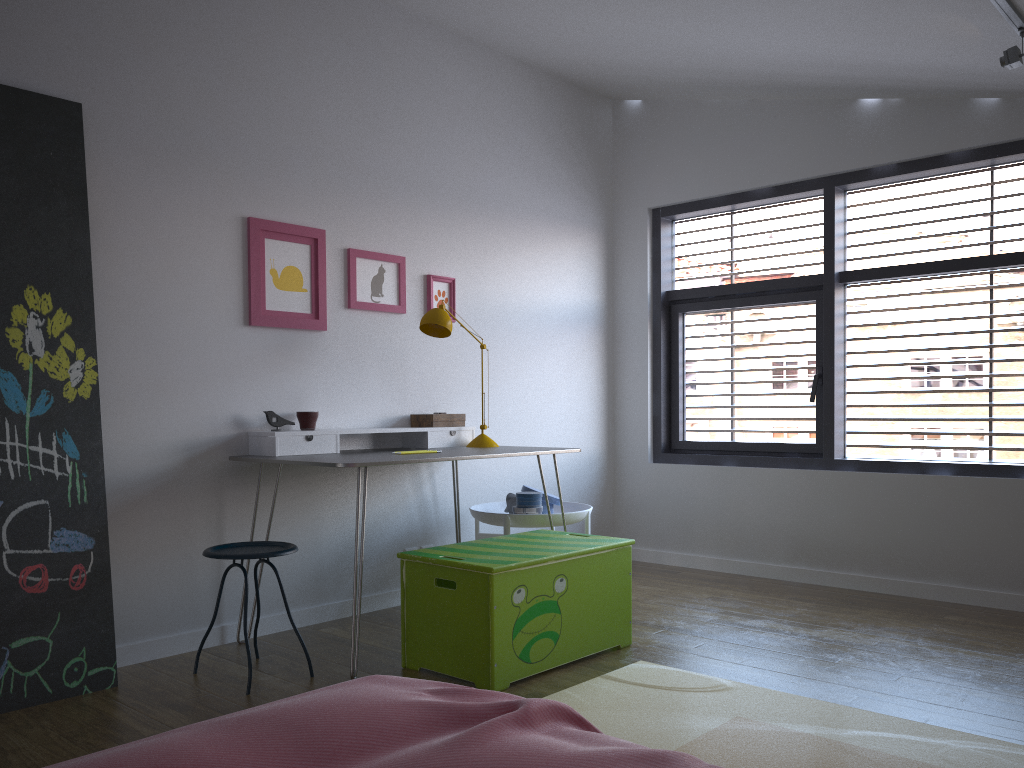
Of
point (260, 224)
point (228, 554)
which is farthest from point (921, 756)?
point (260, 224)

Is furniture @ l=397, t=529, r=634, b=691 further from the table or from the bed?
the bed

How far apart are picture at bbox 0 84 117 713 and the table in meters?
0.5 m

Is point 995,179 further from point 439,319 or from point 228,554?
point 228,554

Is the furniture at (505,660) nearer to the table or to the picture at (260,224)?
the table

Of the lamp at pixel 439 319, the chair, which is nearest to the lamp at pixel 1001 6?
the lamp at pixel 439 319

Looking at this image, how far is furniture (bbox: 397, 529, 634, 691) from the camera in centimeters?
289cm

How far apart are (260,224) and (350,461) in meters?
1.2 m

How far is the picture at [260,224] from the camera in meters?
3.7 m

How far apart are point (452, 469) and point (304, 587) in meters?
0.9
